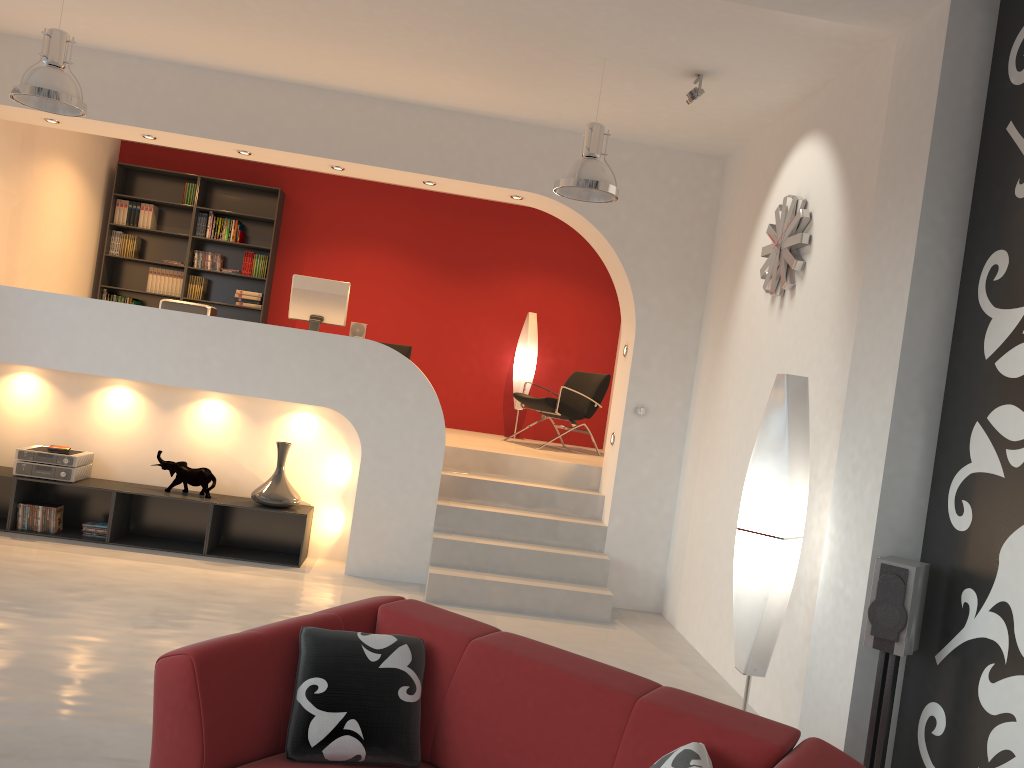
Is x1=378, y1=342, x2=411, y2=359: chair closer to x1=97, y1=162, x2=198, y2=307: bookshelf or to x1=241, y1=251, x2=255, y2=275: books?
x1=241, y1=251, x2=255, y2=275: books

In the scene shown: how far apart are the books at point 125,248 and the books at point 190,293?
0.63m

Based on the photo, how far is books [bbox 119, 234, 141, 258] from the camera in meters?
9.0

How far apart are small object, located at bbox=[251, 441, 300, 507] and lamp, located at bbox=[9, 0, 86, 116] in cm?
267

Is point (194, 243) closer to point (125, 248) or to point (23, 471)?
point (125, 248)

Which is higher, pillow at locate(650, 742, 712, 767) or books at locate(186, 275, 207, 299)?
books at locate(186, 275, 207, 299)

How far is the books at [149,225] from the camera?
9.0m

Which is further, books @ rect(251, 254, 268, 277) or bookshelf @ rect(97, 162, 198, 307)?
books @ rect(251, 254, 268, 277)

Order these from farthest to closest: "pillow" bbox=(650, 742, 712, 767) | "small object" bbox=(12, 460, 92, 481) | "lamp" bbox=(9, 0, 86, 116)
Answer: "small object" bbox=(12, 460, 92, 481) < "lamp" bbox=(9, 0, 86, 116) < "pillow" bbox=(650, 742, 712, 767)

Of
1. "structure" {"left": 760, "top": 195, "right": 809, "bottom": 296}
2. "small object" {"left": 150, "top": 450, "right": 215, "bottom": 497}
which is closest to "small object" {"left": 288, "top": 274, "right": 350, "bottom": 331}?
"small object" {"left": 150, "top": 450, "right": 215, "bottom": 497}
